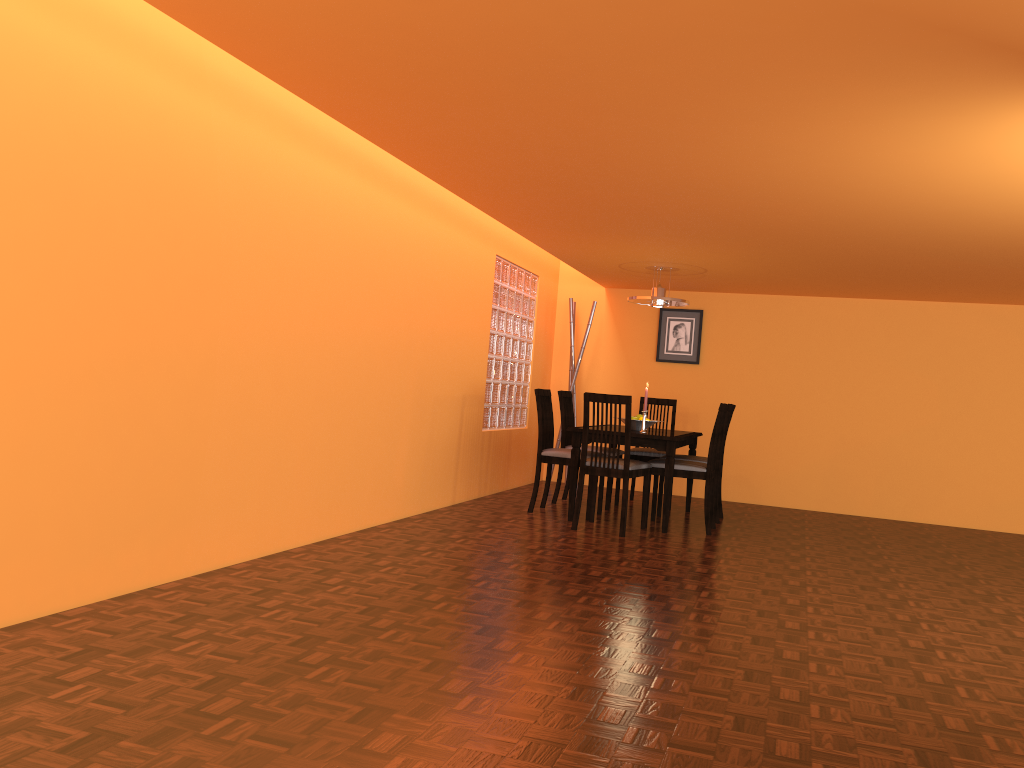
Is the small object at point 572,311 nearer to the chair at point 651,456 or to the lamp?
A: the chair at point 651,456

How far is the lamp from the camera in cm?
603

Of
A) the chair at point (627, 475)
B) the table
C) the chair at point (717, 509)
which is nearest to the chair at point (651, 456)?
the table

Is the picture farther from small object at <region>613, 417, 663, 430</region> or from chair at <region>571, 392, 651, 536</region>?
chair at <region>571, 392, 651, 536</region>

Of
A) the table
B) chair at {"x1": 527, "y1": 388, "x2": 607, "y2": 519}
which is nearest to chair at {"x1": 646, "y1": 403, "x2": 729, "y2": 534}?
the table

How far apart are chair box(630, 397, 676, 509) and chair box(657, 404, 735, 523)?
0.46m

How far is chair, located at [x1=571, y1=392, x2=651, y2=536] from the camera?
5.0 meters

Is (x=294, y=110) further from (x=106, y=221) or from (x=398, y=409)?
(x=398, y=409)

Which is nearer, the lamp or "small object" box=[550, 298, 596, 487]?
the lamp

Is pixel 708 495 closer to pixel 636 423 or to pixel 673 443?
pixel 673 443
